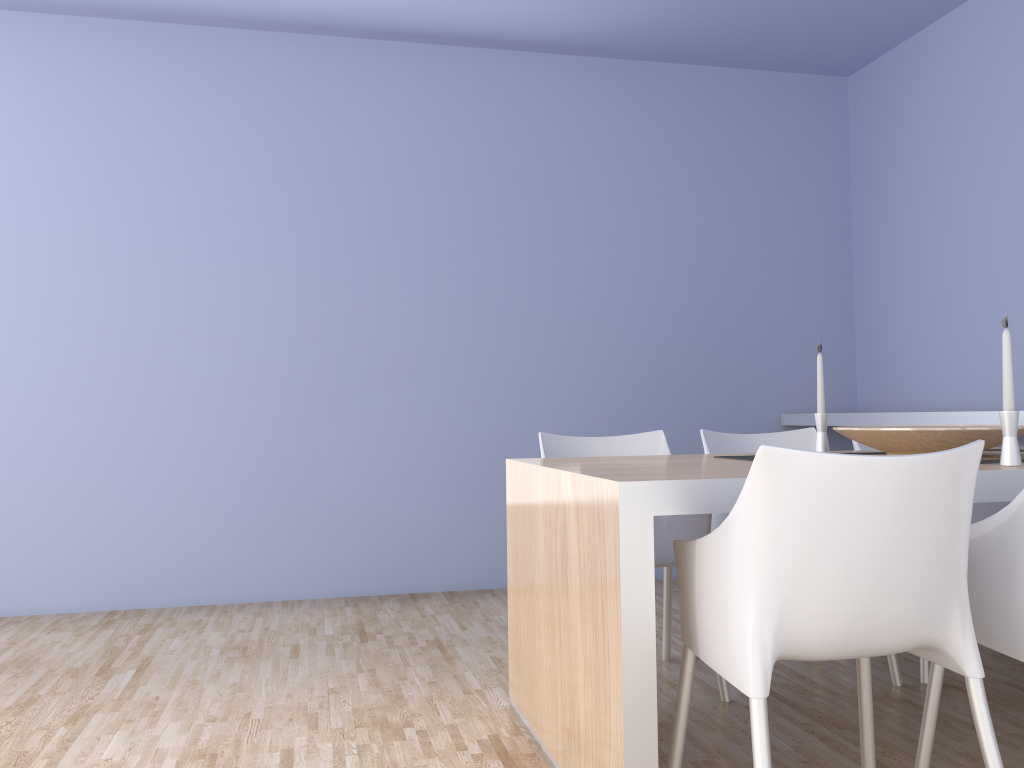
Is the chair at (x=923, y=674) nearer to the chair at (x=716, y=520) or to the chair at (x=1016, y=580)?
the chair at (x=716, y=520)

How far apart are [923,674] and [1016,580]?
1.2 meters

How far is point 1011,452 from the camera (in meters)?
1.99

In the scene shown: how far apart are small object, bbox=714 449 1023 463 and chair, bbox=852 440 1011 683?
0.55m

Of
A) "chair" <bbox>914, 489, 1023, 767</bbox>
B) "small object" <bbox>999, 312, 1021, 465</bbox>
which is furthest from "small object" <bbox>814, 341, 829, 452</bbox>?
"chair" <bbox>914, 489, 1023, 767</bbox>

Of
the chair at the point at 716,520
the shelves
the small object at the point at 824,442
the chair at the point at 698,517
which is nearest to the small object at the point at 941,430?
the small object at the point at 824,442

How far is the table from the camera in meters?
1.7

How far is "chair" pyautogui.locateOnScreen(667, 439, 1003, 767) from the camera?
1.5 meters

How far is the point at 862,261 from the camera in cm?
479

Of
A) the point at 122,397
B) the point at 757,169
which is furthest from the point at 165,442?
the point at 757,169
